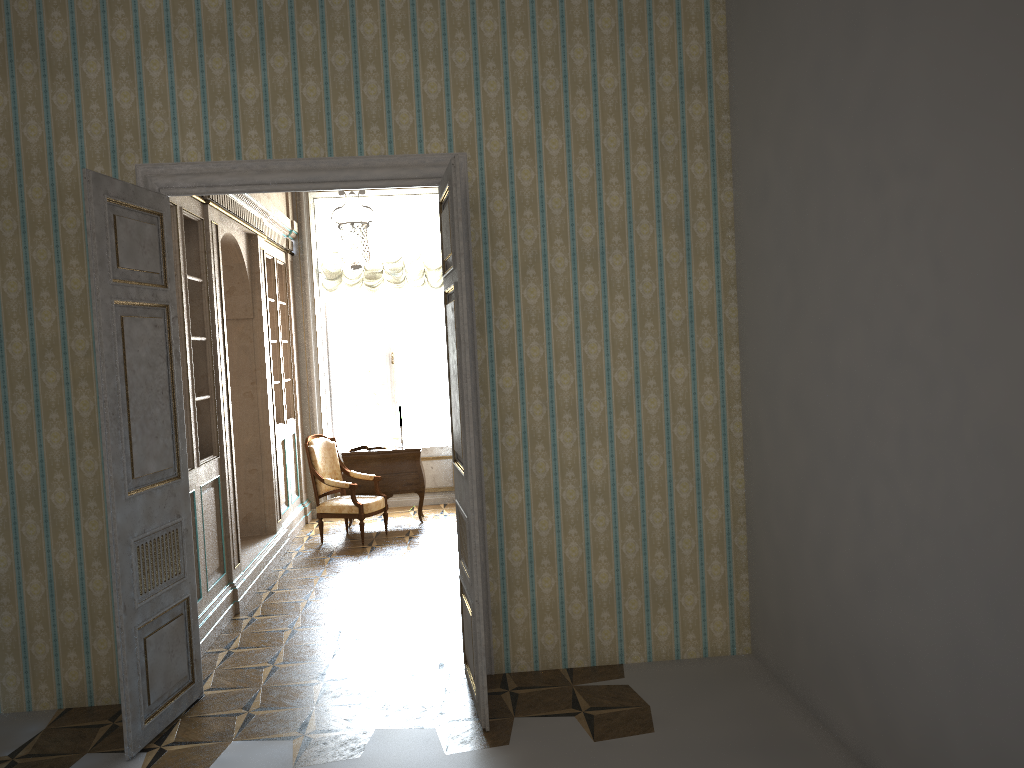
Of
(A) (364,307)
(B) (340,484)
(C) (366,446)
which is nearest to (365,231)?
(B) (340,484)

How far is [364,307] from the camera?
10.4m

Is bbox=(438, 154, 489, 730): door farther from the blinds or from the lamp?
the blinds

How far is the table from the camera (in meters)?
9.02

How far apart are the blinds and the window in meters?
0.3

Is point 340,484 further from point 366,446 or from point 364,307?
point 364,307

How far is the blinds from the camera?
9.9 meters

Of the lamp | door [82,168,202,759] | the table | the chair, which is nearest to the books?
the table

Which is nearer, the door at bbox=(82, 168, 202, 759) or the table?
the door at bbox=(82, 168, 202, 759)

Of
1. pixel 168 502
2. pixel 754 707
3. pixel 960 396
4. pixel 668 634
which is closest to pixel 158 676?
pixel 168 502
